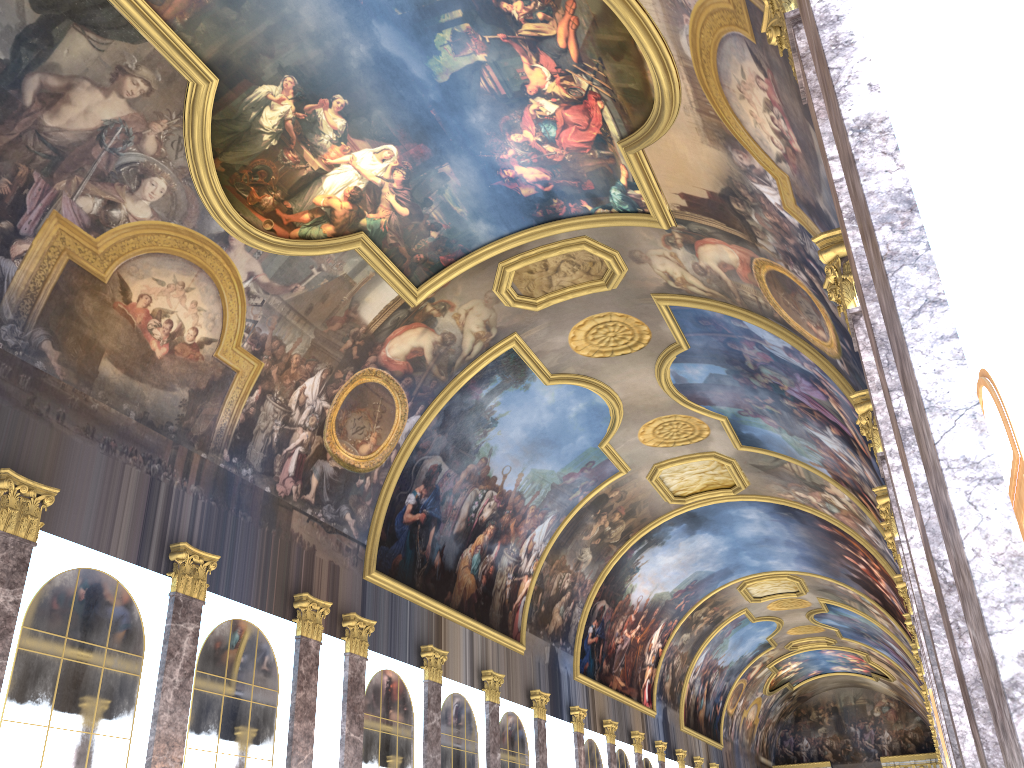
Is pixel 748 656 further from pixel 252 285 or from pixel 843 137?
pixel 843 137

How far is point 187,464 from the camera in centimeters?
1573cm
